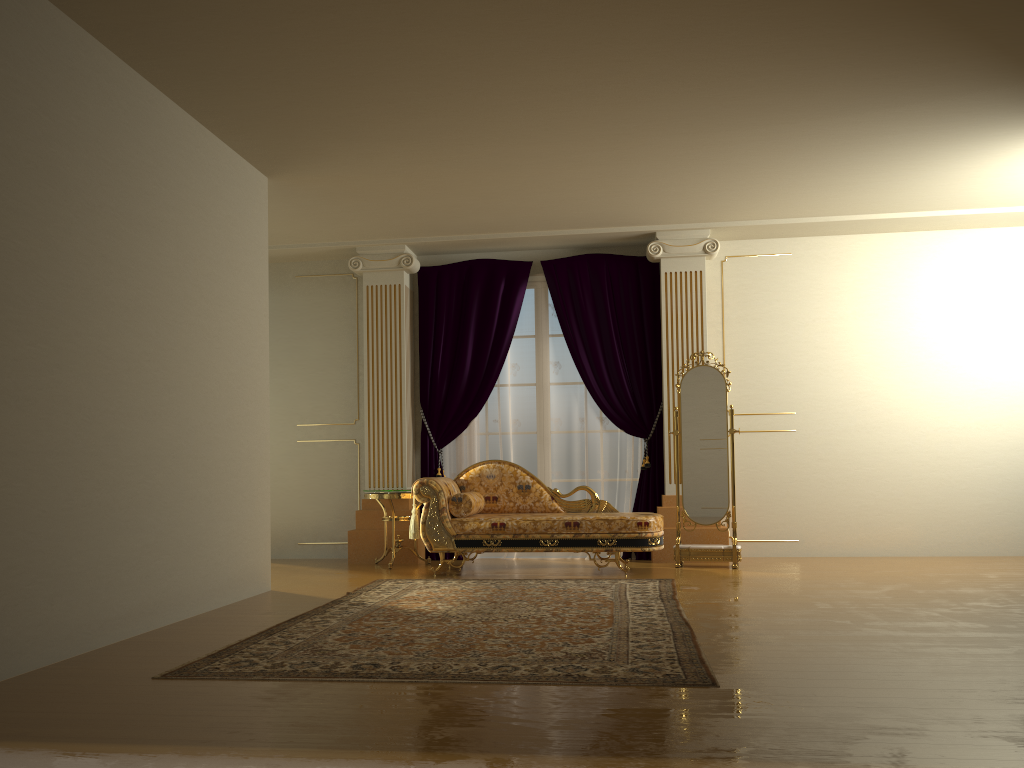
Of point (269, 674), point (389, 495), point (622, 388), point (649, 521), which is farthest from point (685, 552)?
point (269, 674)

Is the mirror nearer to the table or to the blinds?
the blinds

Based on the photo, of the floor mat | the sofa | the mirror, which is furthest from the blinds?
the floor mat

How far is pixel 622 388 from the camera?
7.6m

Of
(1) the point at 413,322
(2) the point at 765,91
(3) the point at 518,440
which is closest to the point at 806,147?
(2) the point at 765,91

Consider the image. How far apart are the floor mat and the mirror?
0.94m

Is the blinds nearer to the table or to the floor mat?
the table

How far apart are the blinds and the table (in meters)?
0.36

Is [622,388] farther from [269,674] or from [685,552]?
[269,674]

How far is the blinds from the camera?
7.6 meters
